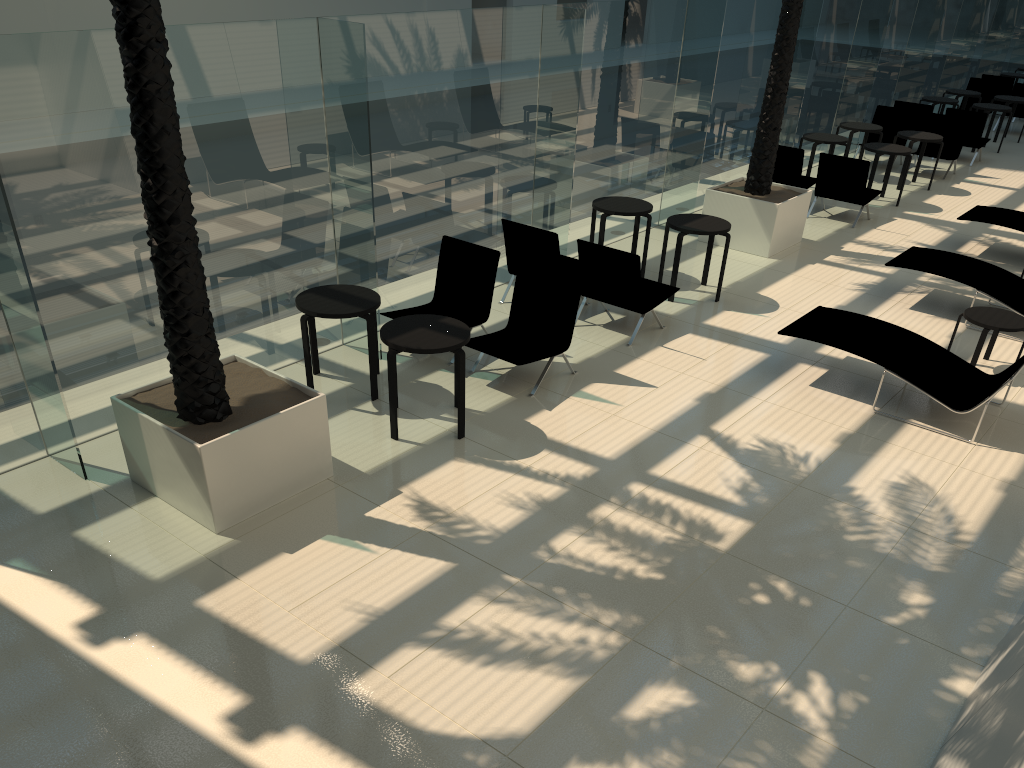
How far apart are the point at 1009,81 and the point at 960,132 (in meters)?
6.71

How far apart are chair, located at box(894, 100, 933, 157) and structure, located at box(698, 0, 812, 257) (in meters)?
6.88

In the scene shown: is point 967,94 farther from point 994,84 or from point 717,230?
point 717,230

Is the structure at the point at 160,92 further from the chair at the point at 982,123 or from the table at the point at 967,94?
the table at the point at 967,94

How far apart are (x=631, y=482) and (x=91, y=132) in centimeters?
450cm

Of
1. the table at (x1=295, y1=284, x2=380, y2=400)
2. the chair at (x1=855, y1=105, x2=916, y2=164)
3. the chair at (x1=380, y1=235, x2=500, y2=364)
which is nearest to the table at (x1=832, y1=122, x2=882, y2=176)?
the chair at (x1=855, y1=105, x2=916, y2=164)

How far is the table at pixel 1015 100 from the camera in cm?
1825

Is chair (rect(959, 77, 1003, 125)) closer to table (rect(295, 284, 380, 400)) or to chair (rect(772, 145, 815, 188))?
chair (rect(772, 145, 815, 188))

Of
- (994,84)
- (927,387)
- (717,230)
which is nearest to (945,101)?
(994,84)

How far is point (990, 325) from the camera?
8.02m
